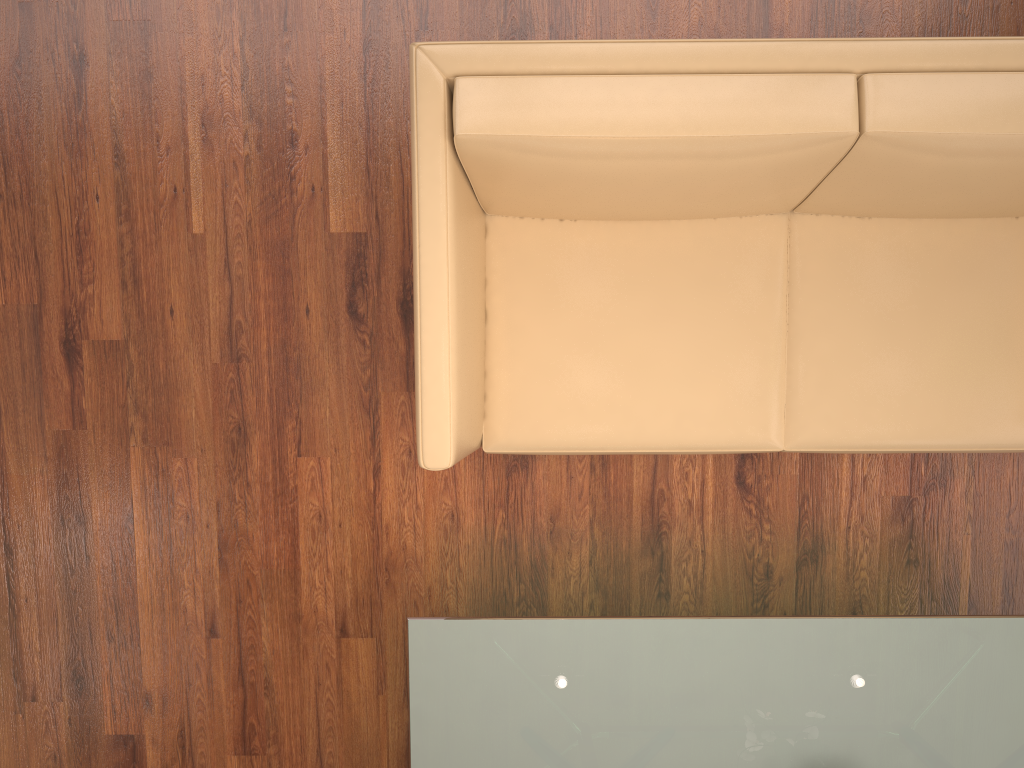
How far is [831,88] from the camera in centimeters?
178cm

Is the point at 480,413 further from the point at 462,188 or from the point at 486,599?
the point at 486,599

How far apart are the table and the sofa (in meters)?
0.40

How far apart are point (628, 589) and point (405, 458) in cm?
77

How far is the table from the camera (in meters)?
2.08

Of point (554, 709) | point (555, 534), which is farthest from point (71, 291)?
point (554, 709)

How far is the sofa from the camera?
1.78m

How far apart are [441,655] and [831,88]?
1.5m

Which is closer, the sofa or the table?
the sofa

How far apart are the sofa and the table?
0.40m
